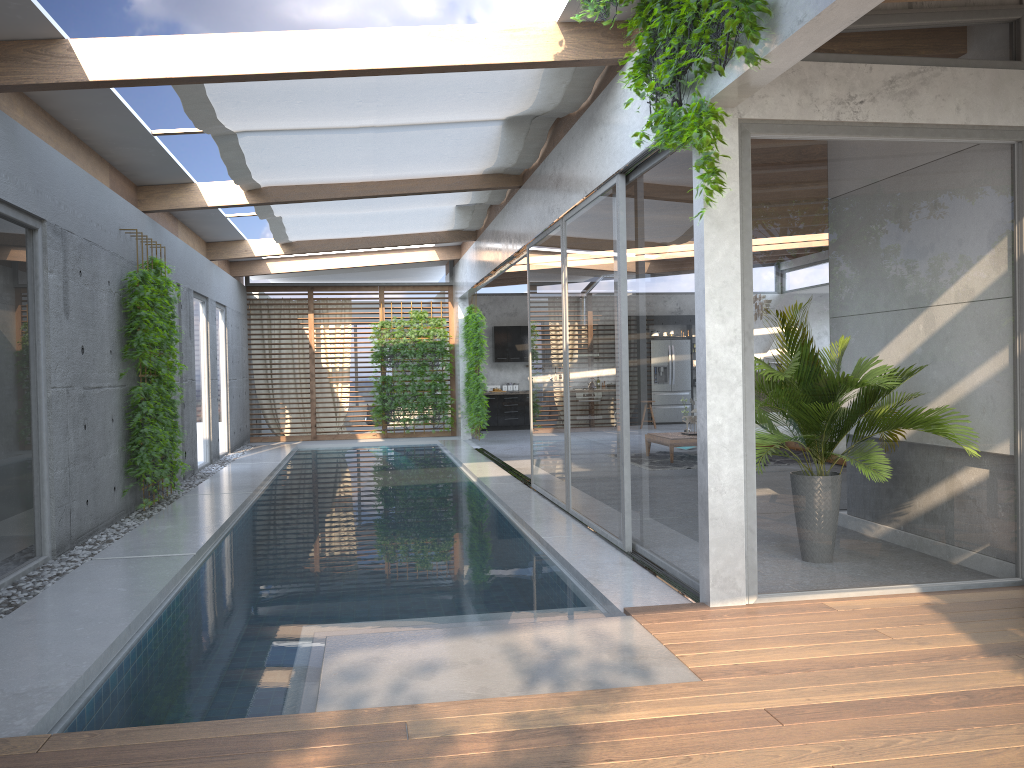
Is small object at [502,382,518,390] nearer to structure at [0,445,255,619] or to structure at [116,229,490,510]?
structure at [116,229,490,510]

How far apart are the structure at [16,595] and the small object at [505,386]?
6.1 meters

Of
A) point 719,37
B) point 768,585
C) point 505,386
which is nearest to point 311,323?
point 505,386

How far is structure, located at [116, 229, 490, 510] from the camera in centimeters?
833cm

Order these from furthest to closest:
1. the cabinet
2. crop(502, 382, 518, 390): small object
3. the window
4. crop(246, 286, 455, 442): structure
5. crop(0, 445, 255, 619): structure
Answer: crop(502, 382, 518, 390): small object, the cabinet, crop(246, 286, 455, 442): structure, crop(0, 445, 255, 619): structure, the window

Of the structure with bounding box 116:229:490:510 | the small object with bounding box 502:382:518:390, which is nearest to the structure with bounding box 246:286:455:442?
the structure with bounding box 116:229:490:510

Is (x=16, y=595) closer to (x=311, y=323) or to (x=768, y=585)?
(x=768, y=585)

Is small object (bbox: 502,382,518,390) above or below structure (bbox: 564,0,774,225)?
below

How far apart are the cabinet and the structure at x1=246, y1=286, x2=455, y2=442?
1.76m

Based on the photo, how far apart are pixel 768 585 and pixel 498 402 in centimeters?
1459cm
